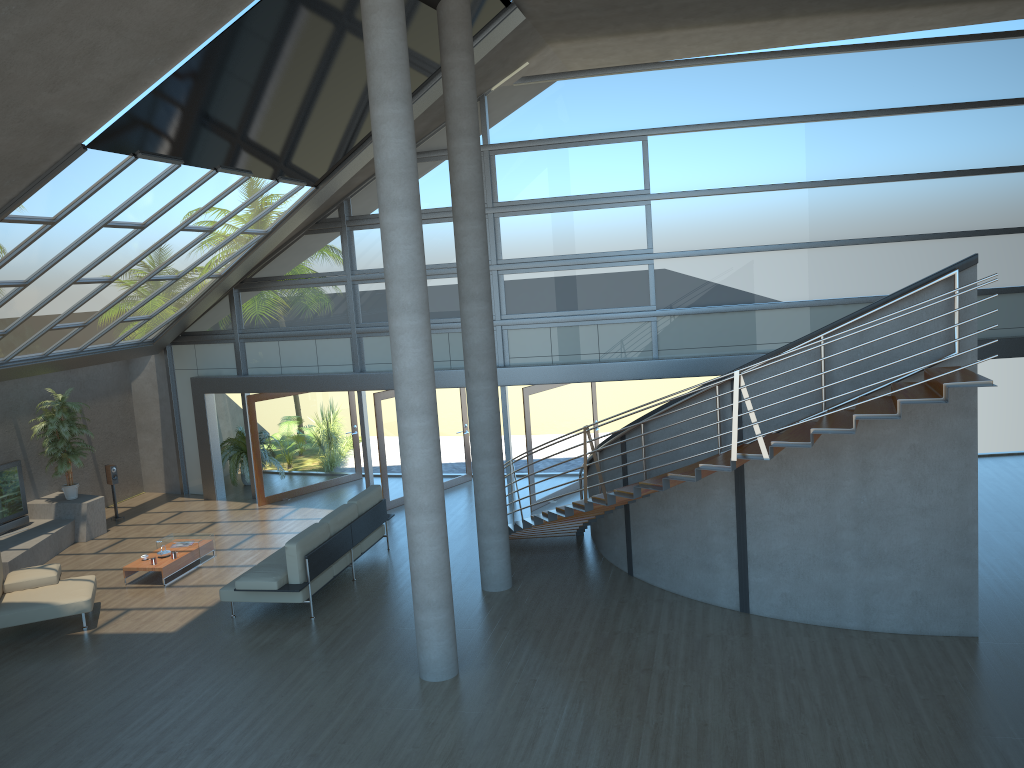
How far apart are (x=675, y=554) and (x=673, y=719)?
2.86m

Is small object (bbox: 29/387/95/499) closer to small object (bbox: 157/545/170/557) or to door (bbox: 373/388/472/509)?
small object (bbox: 157/545/170/557)

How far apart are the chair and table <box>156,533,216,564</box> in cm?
161

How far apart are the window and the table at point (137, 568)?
3.9m

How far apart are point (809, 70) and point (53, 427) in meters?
12.9 m

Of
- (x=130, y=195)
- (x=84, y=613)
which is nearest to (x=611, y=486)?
(x=84, y=613)

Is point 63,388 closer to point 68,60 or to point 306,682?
point 306,682

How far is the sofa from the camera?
10.0 meters

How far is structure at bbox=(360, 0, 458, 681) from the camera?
7.68m

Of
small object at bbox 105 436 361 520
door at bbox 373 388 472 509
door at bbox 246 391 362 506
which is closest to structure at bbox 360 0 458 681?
door at bbox 373 388 472 509
